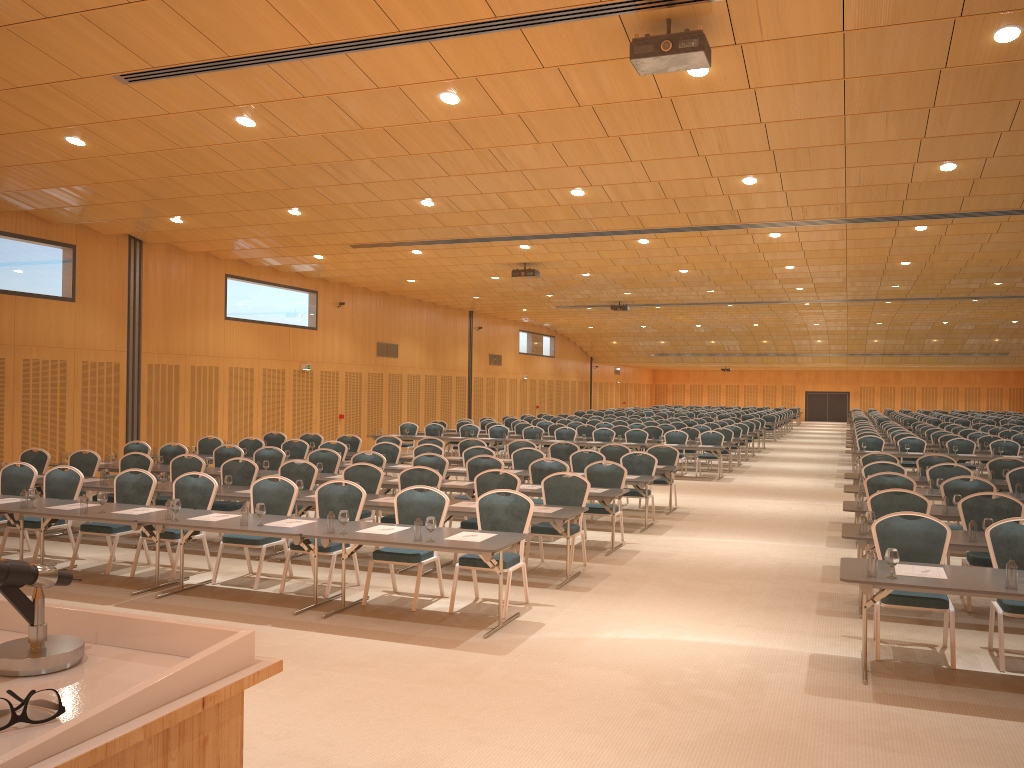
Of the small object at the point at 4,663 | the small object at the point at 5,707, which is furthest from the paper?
the small object at the point at 5,707

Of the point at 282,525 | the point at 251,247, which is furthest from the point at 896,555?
the point at 251,247

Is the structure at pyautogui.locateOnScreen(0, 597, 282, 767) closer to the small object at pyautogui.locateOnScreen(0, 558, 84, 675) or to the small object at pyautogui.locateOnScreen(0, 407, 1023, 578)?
the small object at pyautogui.locateOnScreen(0, 558, 84, 675)

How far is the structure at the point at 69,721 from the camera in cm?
127

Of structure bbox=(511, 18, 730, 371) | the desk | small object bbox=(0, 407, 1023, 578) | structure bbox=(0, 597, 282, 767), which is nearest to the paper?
the desk

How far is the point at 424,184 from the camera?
13.1 meters

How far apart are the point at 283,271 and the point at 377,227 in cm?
Answer: 720

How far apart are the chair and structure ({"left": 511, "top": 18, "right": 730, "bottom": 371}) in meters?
3.8 m

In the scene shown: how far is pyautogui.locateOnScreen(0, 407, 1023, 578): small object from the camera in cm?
635

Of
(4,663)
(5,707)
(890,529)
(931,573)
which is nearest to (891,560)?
(931,573)
